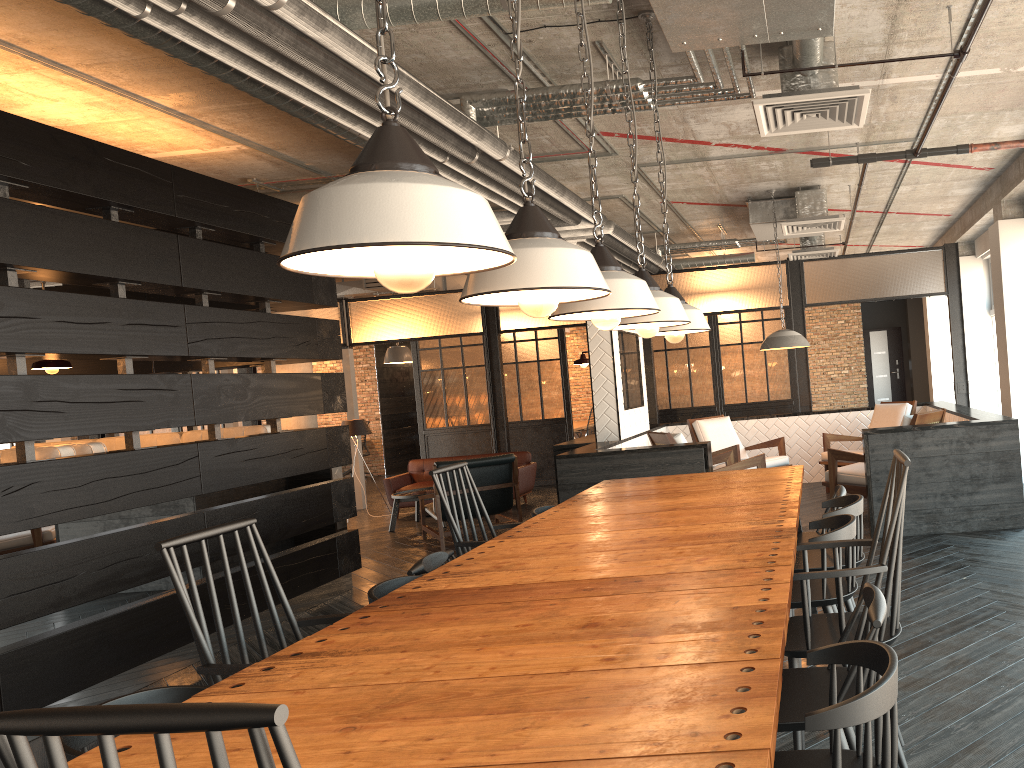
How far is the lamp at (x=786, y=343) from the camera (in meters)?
7.56

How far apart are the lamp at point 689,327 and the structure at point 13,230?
2.9 meters

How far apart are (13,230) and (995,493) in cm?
594

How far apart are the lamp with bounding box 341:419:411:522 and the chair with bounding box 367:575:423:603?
7.82m

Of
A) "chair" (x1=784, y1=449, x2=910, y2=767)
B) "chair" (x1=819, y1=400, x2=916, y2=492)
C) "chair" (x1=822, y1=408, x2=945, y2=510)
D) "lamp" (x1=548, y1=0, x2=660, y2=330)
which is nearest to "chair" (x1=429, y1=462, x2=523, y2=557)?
"lamp" (x1=548, y1=0, x2=660, y2=330)

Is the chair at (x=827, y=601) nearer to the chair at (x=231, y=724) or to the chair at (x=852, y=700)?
the chair at (x=852, y=700)

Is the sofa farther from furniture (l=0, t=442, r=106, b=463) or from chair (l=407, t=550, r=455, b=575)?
chair (l=407, t=550, r=455, b=575)

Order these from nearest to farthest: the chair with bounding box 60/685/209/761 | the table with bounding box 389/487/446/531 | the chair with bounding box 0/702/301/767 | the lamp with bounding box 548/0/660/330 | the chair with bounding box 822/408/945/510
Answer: the chair with bounding box 0/702/301/767
the chair with bounding box 60/685/209/761
the lamp with bounding box 548/0/660/330
the chair with bounding box 822/408/945/510
the table with bounding box 389/487/446/531

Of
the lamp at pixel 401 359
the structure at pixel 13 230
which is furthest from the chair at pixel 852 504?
the lamp at pixel 401 359

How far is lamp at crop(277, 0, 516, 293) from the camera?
1.3m
